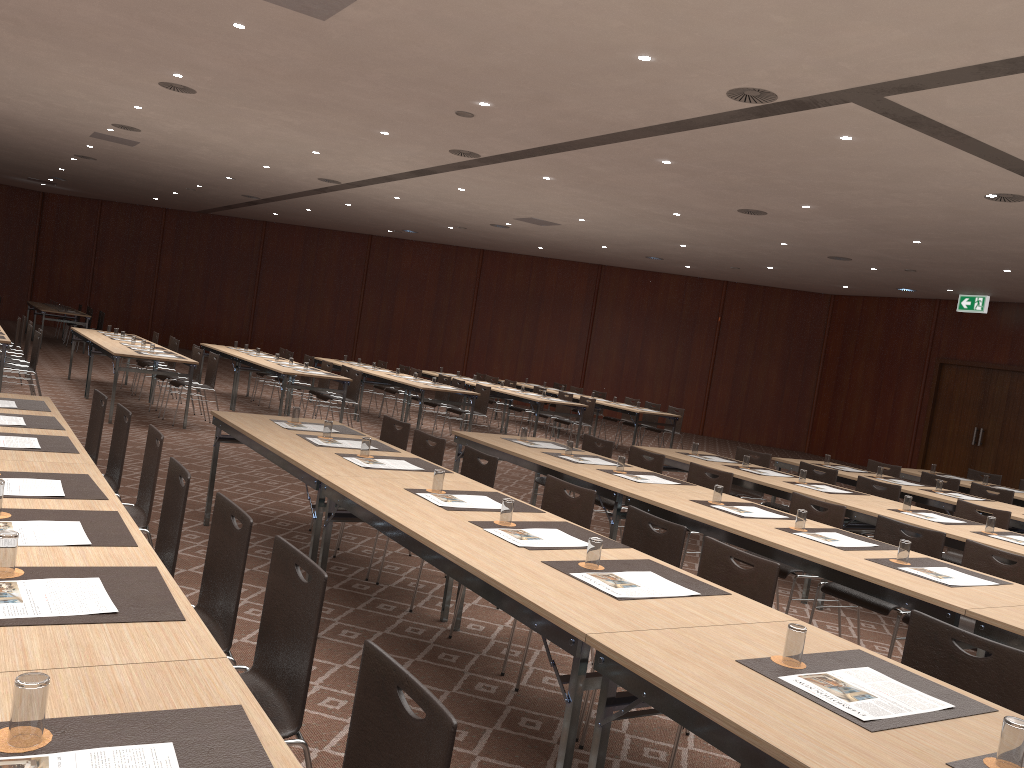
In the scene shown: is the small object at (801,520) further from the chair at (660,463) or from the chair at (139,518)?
the chair at (139,518)

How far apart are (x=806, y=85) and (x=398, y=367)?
18.5m

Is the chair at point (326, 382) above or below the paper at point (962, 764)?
below

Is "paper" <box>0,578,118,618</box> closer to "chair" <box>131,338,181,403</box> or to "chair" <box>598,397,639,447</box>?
"chair" <box>131,338,181,403</box>

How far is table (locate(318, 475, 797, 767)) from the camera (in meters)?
2.72

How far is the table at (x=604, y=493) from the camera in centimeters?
574cm

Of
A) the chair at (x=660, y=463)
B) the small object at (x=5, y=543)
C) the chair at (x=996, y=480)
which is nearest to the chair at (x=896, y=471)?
the chair at (x=996, y=480)

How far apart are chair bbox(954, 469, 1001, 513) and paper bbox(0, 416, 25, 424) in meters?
10.5 m

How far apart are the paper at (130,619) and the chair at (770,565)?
2.3 meters

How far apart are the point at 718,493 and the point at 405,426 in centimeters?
239cm
